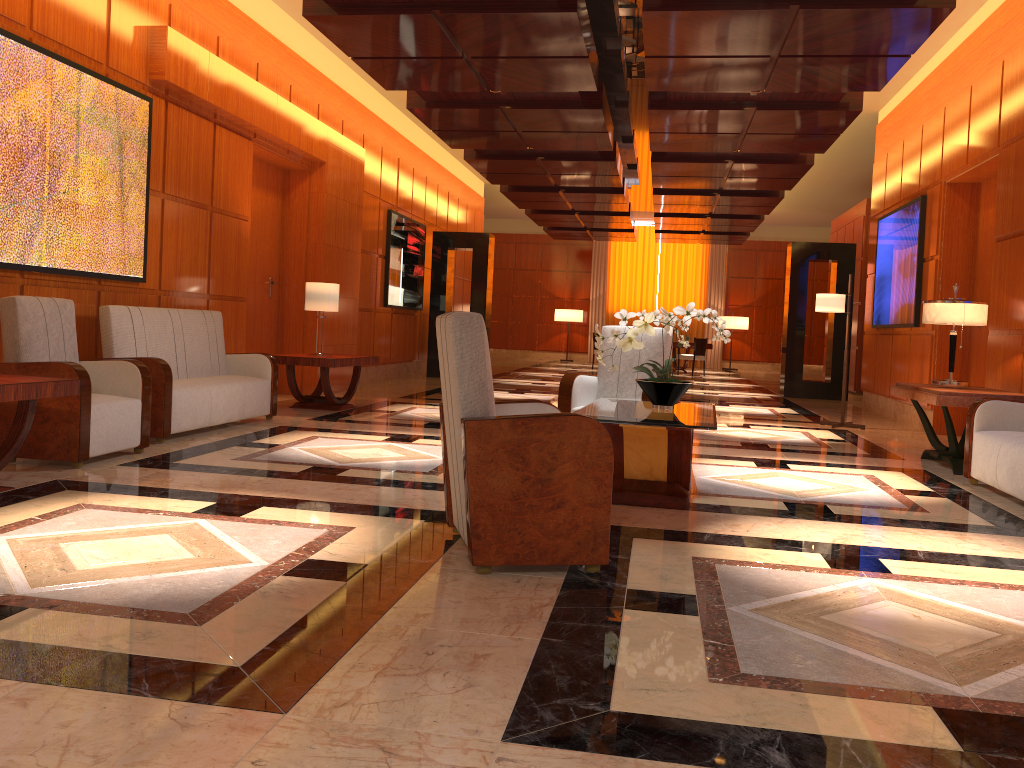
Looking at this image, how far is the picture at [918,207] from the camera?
9.8 meters

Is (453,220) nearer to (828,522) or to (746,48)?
(746,48)

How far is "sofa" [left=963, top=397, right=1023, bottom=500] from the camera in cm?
521

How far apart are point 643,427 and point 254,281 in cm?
657

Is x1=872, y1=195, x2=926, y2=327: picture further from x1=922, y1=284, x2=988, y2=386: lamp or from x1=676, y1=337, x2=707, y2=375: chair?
x1=676, y1=337, x2=707, y2=375: chair

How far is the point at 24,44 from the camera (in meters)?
5.51

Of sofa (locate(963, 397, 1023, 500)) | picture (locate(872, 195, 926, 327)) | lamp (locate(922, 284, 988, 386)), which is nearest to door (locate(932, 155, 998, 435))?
picture (locate(872, 195, 926, 327))

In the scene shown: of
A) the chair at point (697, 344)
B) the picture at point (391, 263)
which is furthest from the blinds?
the picture at point (391, 263)

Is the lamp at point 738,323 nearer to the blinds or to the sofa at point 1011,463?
the blinds

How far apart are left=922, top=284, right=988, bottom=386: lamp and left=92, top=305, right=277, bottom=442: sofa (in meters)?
5.35
